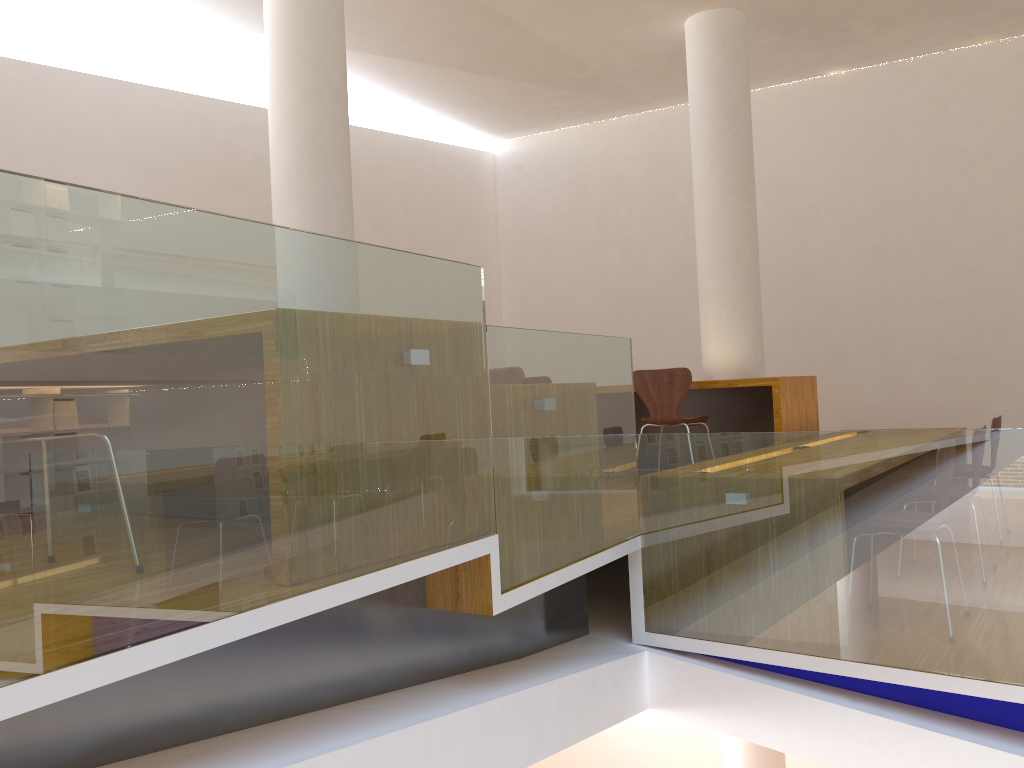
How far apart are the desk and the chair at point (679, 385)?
0.18m

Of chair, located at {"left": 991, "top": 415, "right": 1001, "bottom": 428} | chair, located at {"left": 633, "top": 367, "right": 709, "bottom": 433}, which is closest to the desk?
chair, located at {"left": 633, "top": 367, "right": 709, "bottom": 433}

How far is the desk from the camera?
5.1 meters

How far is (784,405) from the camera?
5.1 meters

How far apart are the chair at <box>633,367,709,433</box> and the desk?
0.2m

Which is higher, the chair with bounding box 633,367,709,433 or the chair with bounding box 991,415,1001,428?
the chair with bounding box 633,367,709,433

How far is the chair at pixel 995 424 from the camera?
4.9 meters

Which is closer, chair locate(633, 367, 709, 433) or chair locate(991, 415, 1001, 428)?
chair locate(991, 415, 1001, 428)

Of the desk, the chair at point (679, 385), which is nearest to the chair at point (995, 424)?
the desk

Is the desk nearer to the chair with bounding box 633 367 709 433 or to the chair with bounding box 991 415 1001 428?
the chair with bounding box 633 367 709 433
